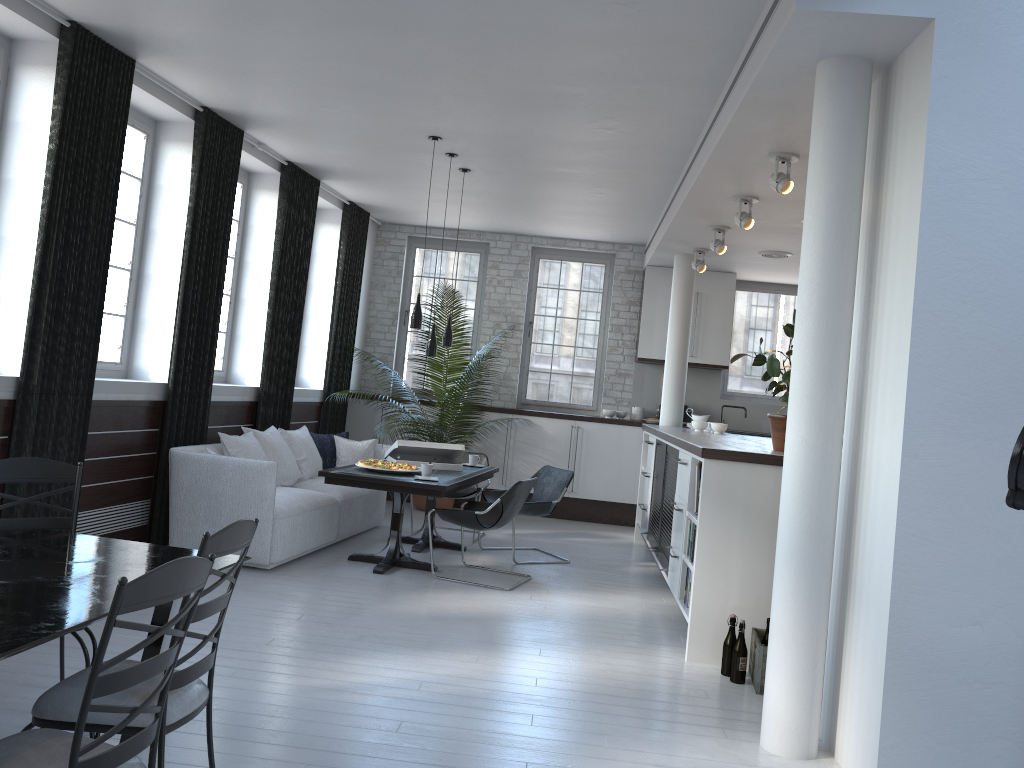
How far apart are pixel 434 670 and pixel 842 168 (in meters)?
3.04

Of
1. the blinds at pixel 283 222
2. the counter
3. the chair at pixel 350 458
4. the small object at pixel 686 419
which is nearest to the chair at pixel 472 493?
the chair at pixel 350 458

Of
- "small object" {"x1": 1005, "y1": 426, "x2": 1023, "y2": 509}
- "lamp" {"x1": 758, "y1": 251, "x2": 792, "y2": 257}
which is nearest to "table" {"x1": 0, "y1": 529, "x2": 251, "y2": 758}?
"small object" {"x1": 1005, "y1": 426, "x2": 1023, "y2": 509}

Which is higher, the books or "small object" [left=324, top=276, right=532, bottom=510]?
"small object" [left=324, top=276, right=532, bottom=510]

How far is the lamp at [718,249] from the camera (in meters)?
7.63

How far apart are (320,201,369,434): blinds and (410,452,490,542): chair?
1.9m

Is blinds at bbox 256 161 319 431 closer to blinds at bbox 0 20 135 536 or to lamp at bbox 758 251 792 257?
blinds at bbox 0 20 135 536

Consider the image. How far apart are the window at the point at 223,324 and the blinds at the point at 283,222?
0.4m

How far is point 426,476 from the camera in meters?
6.6 m

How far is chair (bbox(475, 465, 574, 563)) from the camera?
7.39m
